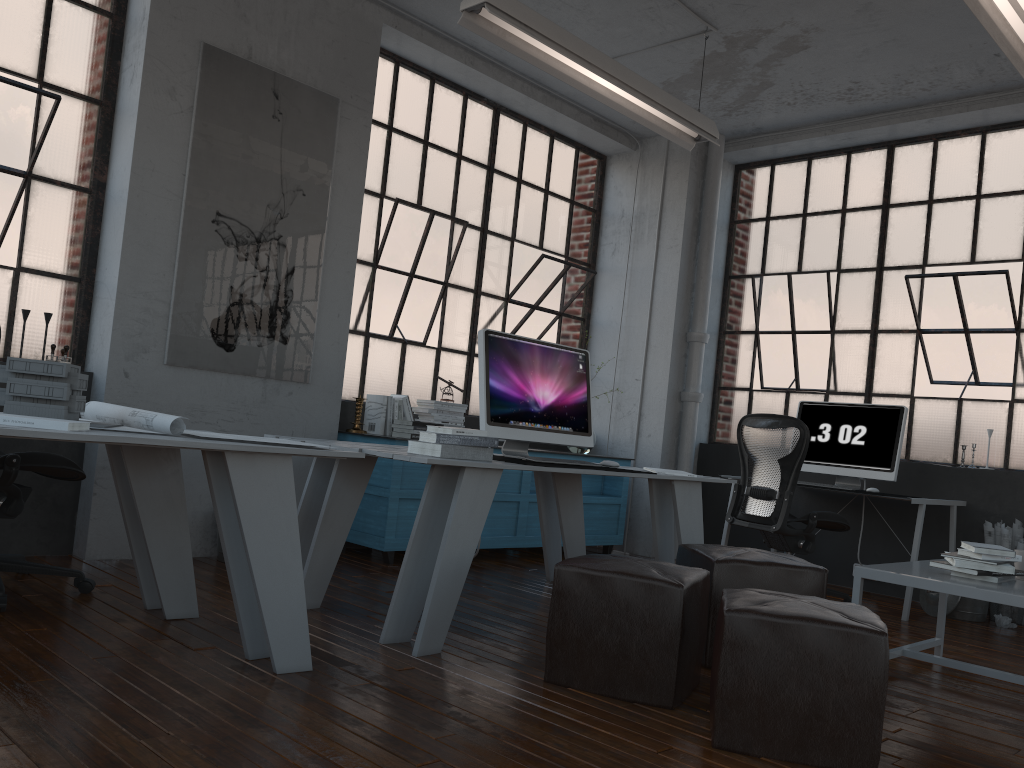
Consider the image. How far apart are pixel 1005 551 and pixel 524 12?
2.95m

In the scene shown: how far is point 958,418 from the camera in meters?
5.8 m

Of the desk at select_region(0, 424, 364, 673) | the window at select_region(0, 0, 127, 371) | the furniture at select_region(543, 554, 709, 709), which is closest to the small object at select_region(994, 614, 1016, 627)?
the furniture at select_region(543, 554, 709, 709)

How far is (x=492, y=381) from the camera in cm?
385

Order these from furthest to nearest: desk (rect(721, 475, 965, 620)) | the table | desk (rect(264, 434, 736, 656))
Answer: desk (rect(721, 475, 965, 620))
desk (rect(264, 434, 736, 656))
the table

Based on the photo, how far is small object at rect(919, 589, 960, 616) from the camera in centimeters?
508cm

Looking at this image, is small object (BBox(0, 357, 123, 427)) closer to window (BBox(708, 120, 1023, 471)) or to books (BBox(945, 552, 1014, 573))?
books (BBox(945, 552, 1014, 573))

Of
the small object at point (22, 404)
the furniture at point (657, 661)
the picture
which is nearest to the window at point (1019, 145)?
the picture

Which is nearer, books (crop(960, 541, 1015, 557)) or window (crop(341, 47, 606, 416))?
books (crop(960, 541, 1015, 557))

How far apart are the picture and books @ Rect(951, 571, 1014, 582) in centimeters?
351cm
